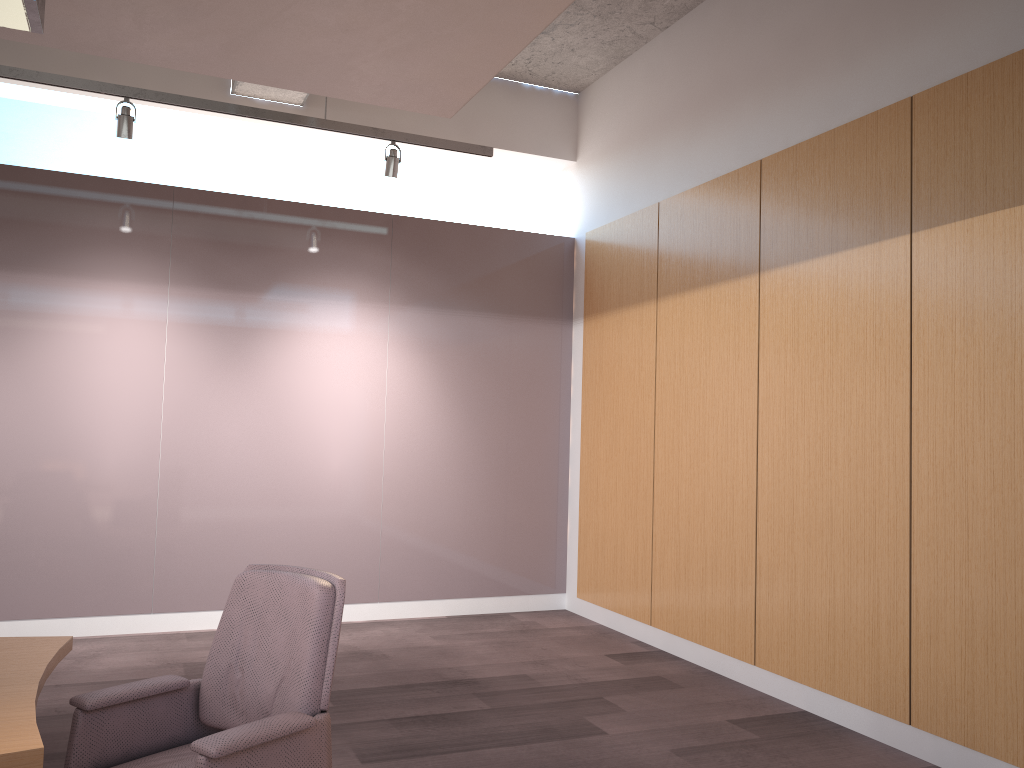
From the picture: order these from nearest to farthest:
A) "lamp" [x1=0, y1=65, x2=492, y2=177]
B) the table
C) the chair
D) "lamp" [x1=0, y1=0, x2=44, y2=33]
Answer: the table → "lamp" [x1=0, y1=0, x2=44, y2=33] → the chair → "lamp" [x1=0, y1=65, x2=492, y2=177]

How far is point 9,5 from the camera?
2.16m

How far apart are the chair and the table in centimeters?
12cm

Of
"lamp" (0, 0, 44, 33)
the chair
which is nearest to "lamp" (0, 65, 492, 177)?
"lamp" (0, 0, 44, 33)

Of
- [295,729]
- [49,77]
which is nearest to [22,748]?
[295,729]

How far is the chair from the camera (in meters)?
2.31

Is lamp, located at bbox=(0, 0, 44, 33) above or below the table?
above

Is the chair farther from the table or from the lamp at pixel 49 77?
the lamp at pixel 49 77

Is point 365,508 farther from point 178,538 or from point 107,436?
point 107,436

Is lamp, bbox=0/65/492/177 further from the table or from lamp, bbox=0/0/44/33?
the table
